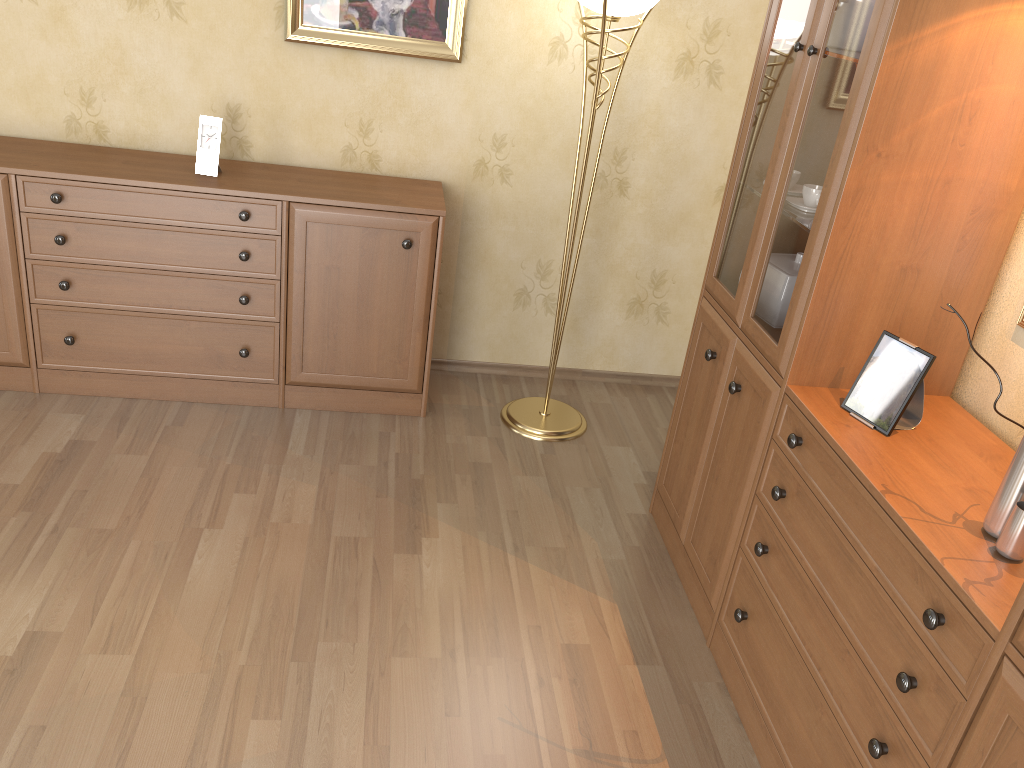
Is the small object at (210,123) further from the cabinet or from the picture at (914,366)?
the picture at (914,366)

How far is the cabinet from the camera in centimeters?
299cm

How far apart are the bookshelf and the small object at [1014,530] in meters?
0.0

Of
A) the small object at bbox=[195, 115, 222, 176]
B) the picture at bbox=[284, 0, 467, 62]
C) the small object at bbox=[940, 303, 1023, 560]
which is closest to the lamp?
the picture at bbox=[284, 0, 467, 62]

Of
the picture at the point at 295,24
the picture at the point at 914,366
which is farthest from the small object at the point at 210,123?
the picture at the point at 914,366

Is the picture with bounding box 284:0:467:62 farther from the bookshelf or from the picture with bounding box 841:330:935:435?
the picture with bounding box 841:330:935:435

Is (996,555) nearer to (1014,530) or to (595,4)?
(1014,530)

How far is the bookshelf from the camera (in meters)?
1.55

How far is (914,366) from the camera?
1.90m

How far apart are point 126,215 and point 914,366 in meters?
2.5
